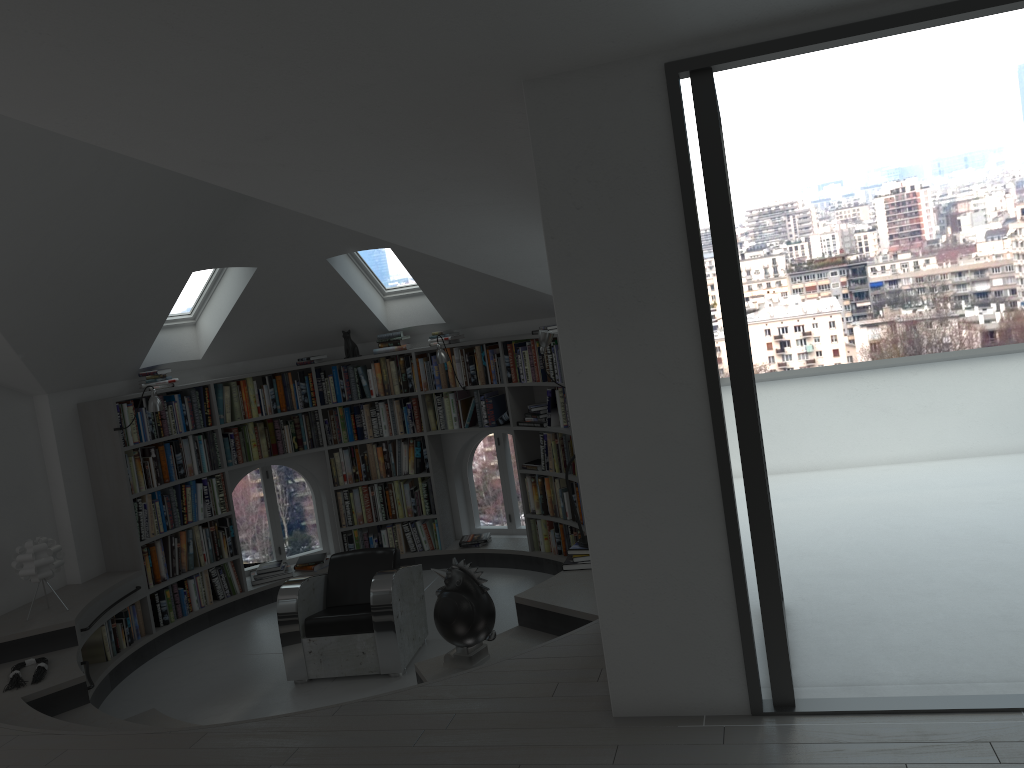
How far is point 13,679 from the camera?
5.3m

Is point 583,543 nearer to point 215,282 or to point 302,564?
point 302,564

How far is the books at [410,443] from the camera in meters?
8.2 m

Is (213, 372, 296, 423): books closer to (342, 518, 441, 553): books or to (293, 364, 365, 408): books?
(293, 364, 365, 408): books

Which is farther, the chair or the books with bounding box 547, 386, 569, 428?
the books with bounding box 547, 386, 569, 428

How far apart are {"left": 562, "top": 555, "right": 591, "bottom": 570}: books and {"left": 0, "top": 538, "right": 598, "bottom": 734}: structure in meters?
0.0 m

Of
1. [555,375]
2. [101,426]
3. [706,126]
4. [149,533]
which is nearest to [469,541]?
[555,375]

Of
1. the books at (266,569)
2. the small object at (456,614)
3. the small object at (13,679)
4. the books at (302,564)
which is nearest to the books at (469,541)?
the books at (302,564)

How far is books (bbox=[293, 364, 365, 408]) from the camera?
8.2 meters

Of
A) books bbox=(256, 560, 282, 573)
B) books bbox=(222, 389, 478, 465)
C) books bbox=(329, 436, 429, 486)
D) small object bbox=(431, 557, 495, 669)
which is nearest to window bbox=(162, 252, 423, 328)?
books bbox=(222, 389, 478, 465)
